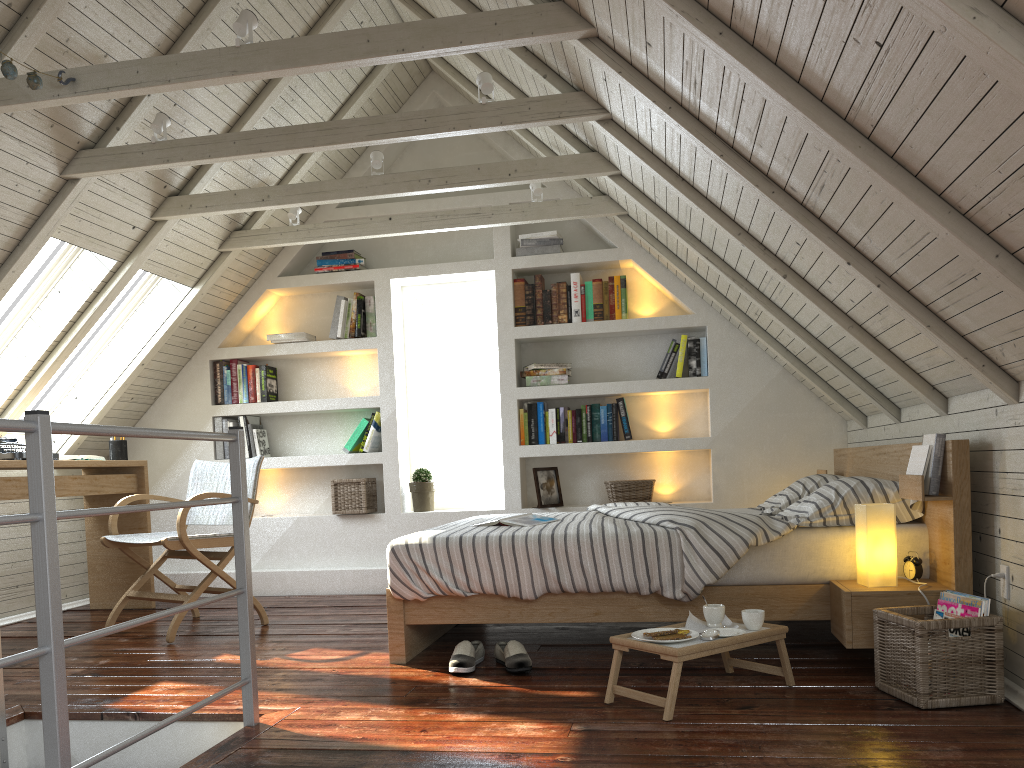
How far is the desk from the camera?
4.2m

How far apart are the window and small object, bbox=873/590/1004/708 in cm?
291

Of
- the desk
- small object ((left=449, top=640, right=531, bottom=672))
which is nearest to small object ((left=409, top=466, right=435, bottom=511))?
the desk

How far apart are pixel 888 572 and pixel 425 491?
2.8m

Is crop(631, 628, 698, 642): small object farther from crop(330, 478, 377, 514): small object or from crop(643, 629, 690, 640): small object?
crop(330, 478, 377, 514): small object

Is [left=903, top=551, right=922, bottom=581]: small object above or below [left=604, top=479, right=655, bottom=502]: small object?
below

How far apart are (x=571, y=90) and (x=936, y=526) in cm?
192

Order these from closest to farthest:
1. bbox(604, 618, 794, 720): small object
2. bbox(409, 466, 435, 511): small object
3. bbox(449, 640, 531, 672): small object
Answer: bbox(604, 618, 794, 720): small object
bbox(449, 640, 531, 672): small object
bbox(409, 466, 435, 511): small object

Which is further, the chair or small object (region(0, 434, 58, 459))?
small object (region(0, 434, 58, 459))

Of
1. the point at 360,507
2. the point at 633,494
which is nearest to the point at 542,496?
the point at 633,494
